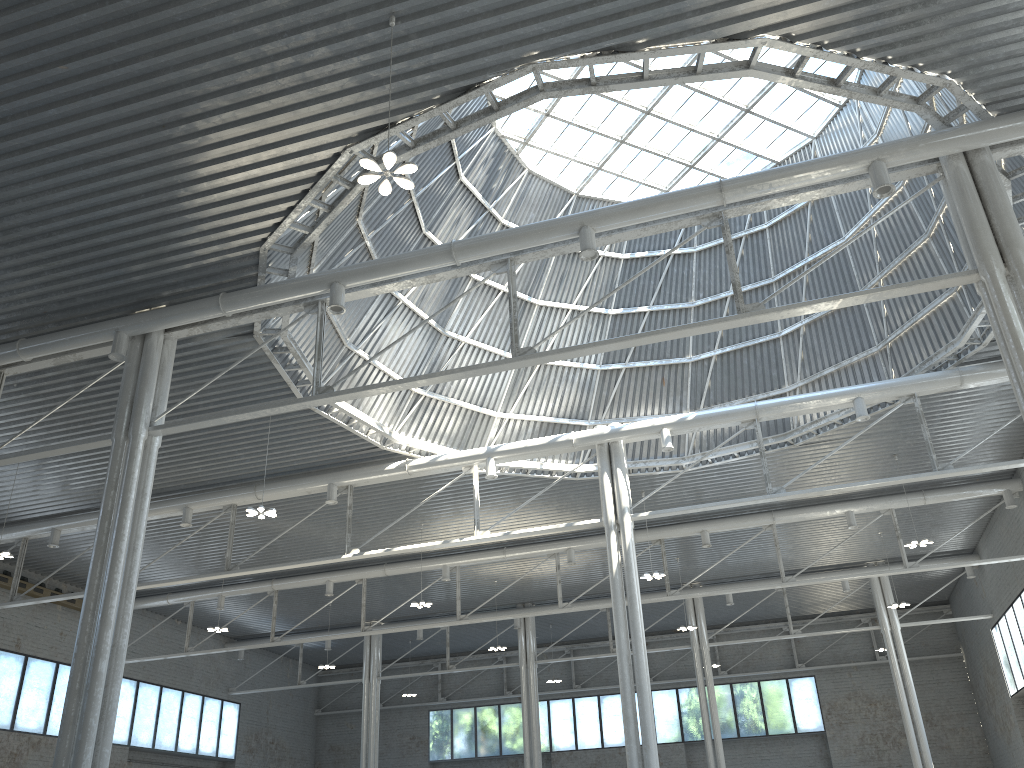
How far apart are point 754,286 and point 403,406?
15.71m
